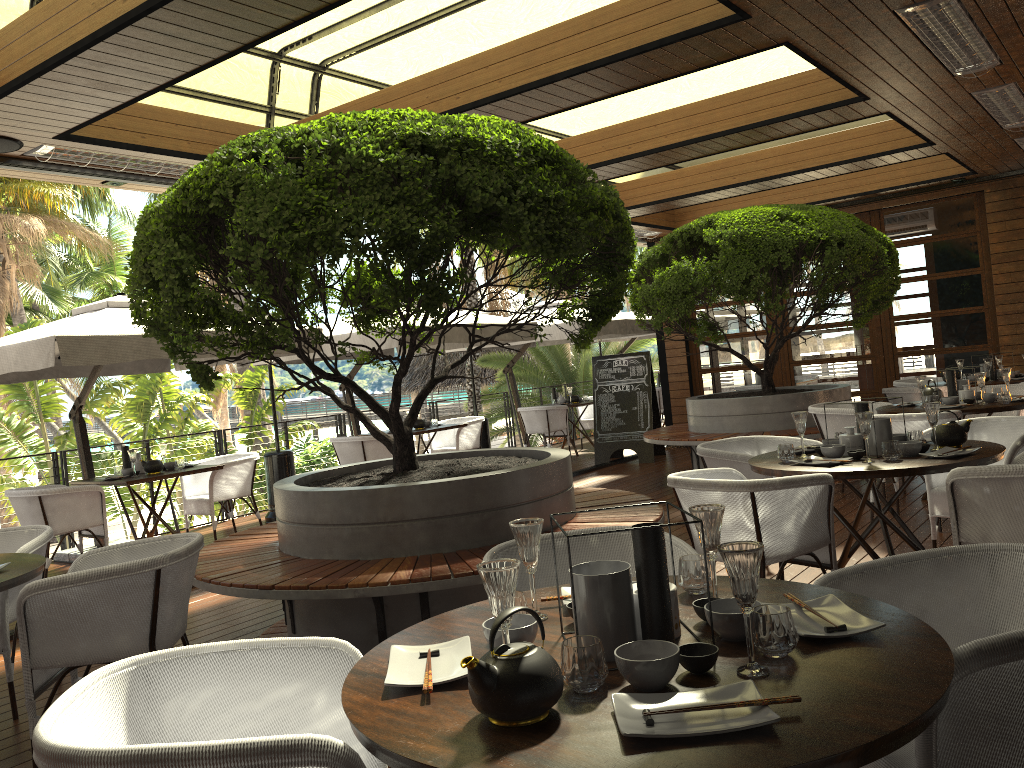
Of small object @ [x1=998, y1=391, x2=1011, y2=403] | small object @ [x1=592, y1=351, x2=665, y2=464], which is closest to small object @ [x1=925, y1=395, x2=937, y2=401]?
small object @ [x1=998, y1=391, x2=1011, y2=403]

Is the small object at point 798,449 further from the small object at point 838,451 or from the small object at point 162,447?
the small object at point 162,447

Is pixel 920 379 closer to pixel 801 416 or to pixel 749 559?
pixel 801 416

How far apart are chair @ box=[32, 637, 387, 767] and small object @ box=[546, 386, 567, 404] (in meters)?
11.13

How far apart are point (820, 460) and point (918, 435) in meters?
0.6

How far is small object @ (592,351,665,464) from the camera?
11.2m

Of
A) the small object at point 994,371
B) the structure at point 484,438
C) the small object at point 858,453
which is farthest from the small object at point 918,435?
the structure at point 484,438

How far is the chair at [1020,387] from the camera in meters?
7.5

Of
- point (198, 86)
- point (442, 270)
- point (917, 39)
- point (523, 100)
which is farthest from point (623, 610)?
point (198, 86)

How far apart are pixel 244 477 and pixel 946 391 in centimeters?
661cm
